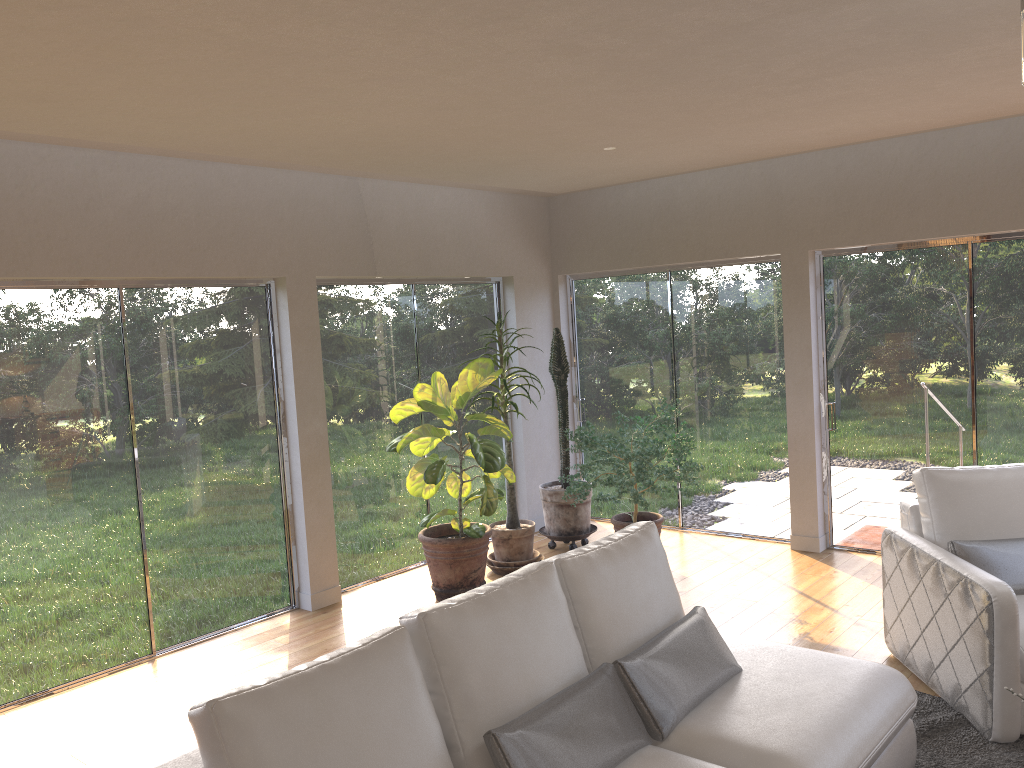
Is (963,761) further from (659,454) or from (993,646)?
(659,454)

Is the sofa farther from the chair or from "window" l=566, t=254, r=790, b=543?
"window" l=566, t=254, r=790, b=543

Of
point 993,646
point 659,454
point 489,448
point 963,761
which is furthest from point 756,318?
point 963,761

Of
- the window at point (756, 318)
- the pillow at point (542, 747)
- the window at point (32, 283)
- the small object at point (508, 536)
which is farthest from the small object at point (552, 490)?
the pillow at point (542, 747)

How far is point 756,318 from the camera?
6.6 meters

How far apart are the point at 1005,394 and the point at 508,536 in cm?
334

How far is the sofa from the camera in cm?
213

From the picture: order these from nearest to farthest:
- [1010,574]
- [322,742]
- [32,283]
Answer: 1. [322,742]
2. [1010,574]
3. [32,283]

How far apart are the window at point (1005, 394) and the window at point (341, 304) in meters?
2.5

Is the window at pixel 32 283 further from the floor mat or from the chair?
the floor mat
